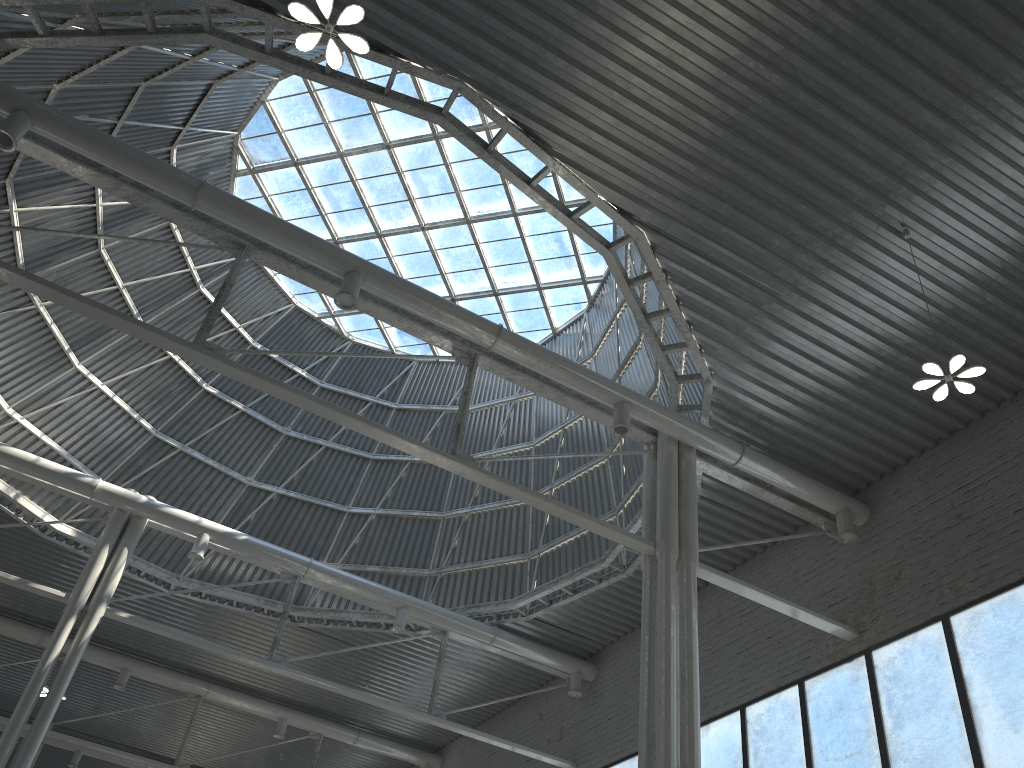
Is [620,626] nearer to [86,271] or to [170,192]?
[170,192]

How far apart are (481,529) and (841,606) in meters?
14.5

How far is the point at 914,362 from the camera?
19.90m
